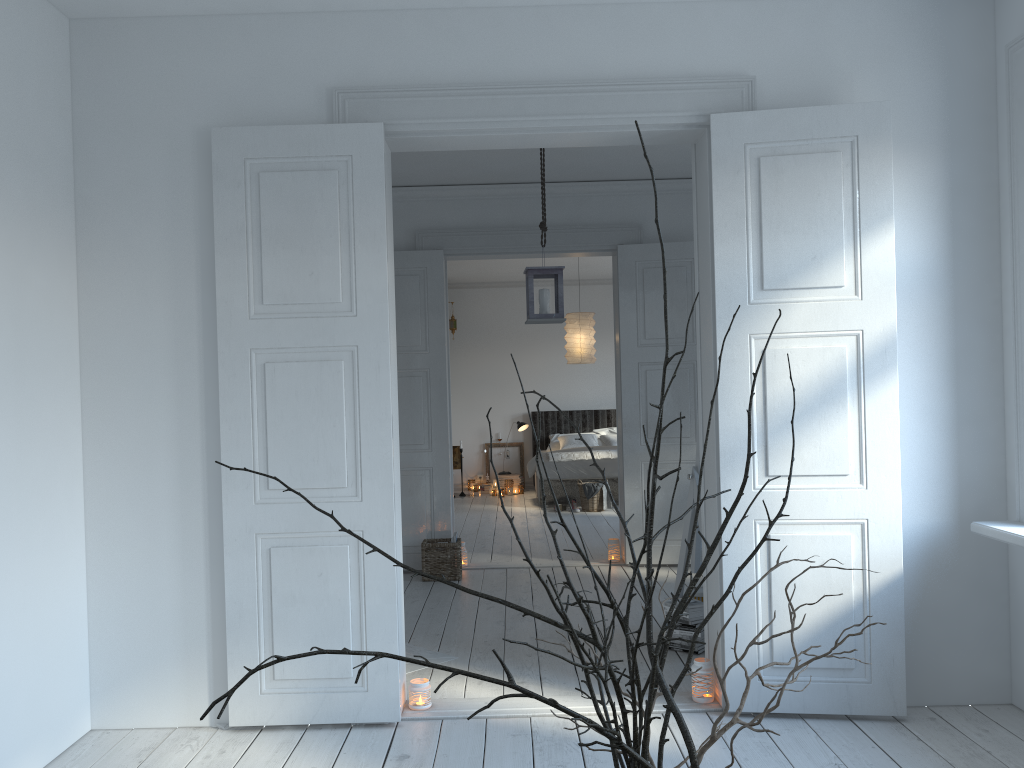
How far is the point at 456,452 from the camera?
11.7 meters

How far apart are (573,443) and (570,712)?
10.3m

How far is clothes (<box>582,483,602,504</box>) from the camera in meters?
9.4 m

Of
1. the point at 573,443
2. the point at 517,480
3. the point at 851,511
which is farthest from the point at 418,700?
the point at 517,480

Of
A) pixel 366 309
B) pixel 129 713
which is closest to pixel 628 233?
pixel 366 309

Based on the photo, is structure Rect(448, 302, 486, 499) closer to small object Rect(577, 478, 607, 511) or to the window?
small object Rect(577, 478, 607, 511)

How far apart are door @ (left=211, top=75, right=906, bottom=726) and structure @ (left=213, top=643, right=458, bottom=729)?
0.55m

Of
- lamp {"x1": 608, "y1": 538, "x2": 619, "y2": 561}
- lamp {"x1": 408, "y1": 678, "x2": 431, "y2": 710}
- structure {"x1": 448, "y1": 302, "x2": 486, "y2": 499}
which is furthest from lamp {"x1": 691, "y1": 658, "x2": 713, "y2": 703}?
structure {"x1": 448, "y1": 302, "x2": 486, "y2": 499}

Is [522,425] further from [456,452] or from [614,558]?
[614,558]

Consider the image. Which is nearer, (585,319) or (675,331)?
(675,331)
